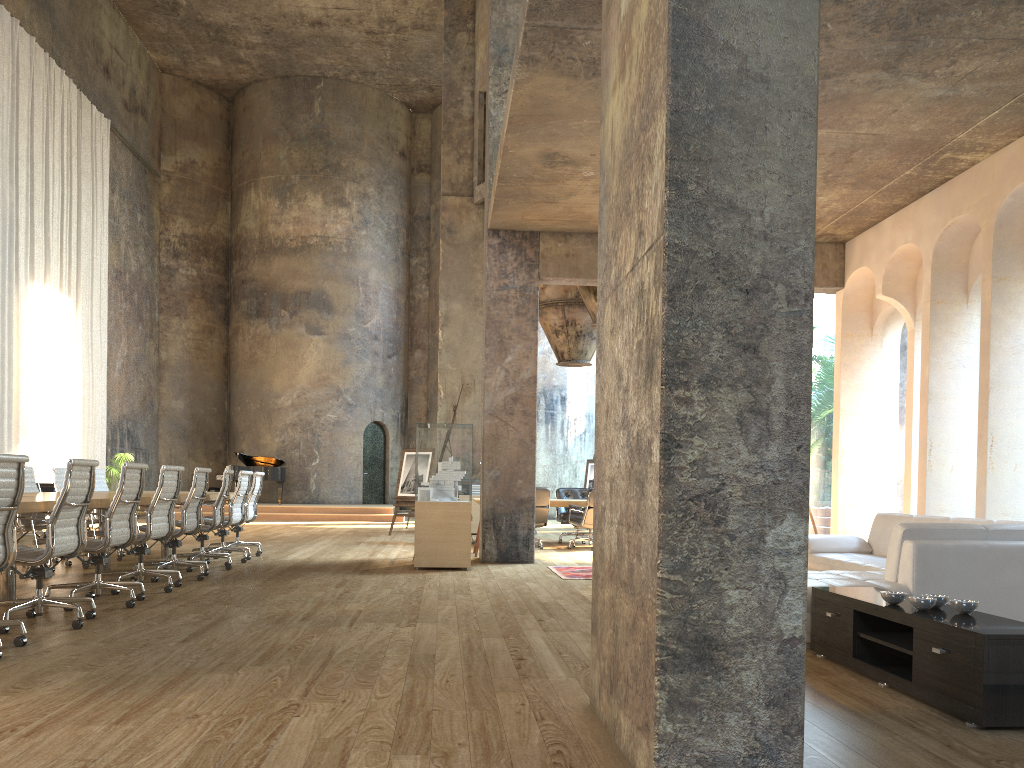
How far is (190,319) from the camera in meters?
24.0

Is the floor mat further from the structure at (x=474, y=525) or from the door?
the door

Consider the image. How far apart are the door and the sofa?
17.6m

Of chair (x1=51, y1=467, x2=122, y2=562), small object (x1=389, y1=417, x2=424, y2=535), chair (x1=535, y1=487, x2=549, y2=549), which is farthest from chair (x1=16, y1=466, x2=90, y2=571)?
small object (x1=389, y1=417, x2=424, y2=535)

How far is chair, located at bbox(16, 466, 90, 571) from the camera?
8.7 meters

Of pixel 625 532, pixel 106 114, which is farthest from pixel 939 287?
pixel 106 114

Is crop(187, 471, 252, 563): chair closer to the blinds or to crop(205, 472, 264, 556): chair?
crop(205, 472, 264, 556): chair

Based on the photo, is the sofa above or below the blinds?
below

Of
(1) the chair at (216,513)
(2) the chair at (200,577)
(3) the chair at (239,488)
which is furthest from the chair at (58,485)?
(2) the chair at (200,577)

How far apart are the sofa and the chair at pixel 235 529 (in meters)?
6.35
